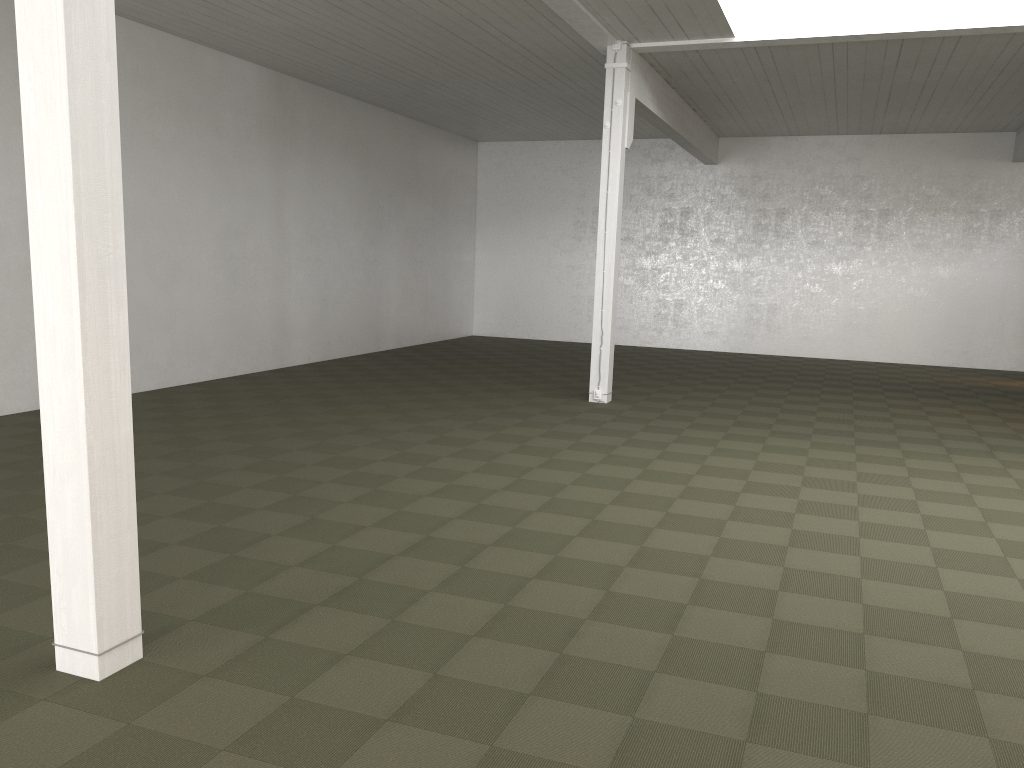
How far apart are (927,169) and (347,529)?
16.15m
